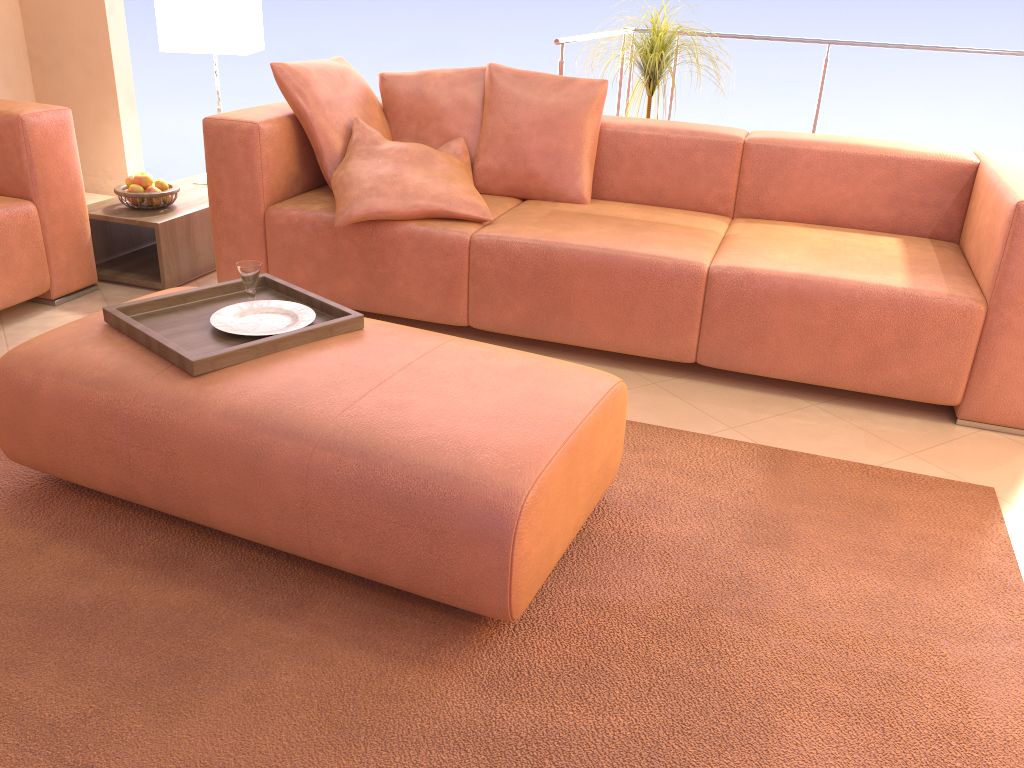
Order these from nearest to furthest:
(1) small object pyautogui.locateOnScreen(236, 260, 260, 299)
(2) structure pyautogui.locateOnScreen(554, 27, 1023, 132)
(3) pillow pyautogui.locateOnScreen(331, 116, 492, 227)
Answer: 1. (1) small object pyautogui.locateOnScreen(236, 260, 260, 299)
2. (3) pillow pyautogui.locateOnScreen(331, 116, 492, 227)
3. (2) structure pyautogui.locateOnScreen(554, 27, 1023, 132)

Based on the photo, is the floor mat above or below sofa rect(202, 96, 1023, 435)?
below

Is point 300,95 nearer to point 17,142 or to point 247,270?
point 17,142

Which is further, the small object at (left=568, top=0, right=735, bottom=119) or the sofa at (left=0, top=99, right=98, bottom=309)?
the small object at (left=568, top=0, right=735, bottom=119)

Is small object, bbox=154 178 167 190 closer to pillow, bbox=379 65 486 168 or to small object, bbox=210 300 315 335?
pillow, bbox=379 65 486 168

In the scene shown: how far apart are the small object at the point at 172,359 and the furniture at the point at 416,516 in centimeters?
1cm

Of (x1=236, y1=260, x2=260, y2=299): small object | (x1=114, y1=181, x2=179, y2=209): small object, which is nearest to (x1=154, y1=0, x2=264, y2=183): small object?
(x1=114, y1=181, x2=179, y2=209): small object

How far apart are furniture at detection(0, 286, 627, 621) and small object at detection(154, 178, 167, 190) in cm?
143

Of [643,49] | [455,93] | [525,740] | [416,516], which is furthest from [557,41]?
[525,740]

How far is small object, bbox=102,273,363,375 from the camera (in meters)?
1.86
